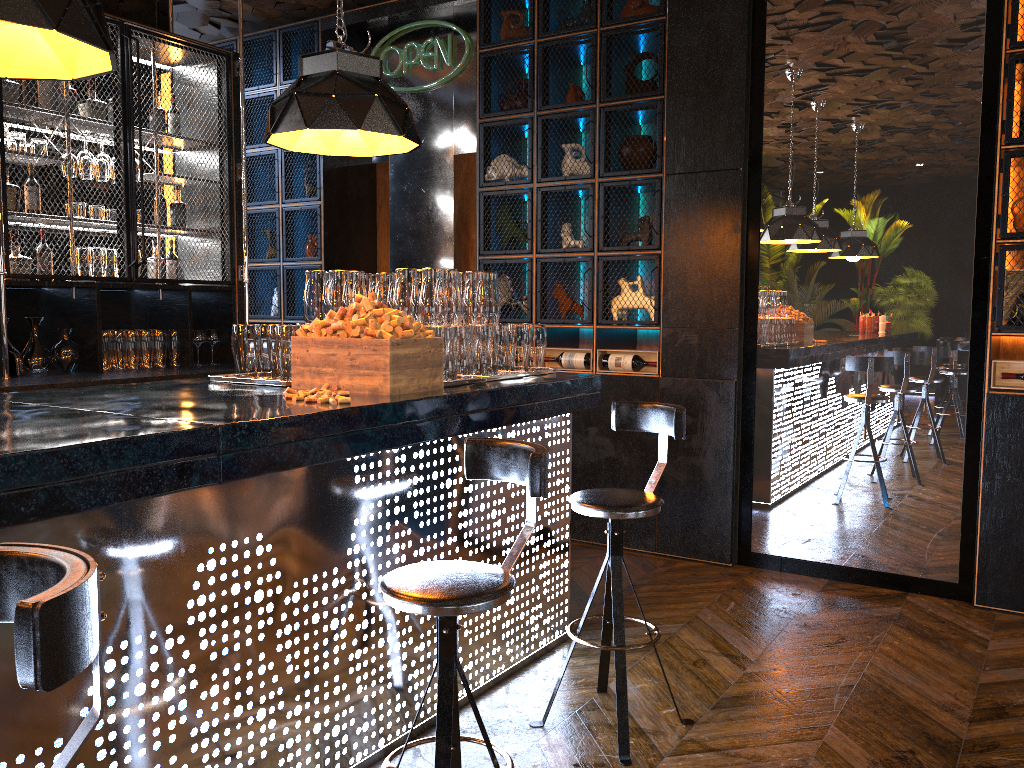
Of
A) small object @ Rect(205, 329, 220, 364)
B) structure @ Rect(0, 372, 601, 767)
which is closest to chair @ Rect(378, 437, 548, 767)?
structure @ Rect(0, 372, 601, 767)

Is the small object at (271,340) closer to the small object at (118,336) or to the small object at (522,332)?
the small object at (522,332)

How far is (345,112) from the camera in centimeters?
316cm

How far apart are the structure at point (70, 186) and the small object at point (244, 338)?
1.59m

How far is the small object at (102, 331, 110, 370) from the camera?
5.1m

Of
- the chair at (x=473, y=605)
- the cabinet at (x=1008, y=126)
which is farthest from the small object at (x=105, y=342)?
the cabinet at (x=1008, y=126)

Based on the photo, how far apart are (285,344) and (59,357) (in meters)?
2.48

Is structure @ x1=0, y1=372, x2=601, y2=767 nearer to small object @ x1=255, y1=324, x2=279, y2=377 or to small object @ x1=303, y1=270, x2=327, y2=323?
small object @ x1=255, y1=324, x2=279, y2=377

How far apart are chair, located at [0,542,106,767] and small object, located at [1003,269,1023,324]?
4.3 meters

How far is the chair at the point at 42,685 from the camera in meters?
1.0
